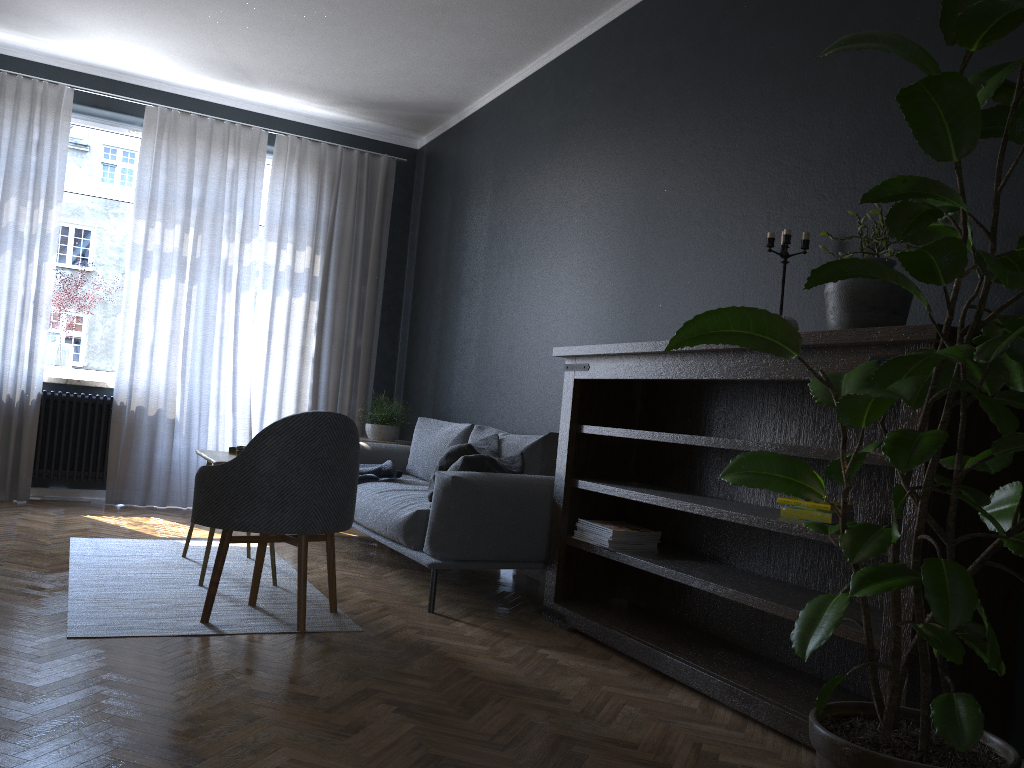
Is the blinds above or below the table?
above

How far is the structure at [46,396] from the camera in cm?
593

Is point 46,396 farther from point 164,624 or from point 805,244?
point 805,244

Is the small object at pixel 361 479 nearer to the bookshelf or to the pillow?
the pillow

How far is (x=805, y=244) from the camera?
3.1m

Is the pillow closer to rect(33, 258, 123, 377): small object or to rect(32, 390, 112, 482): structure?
rect(32, 390, 112, 482): structure

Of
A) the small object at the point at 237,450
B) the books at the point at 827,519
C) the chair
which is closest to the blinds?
the small object at the point at 237,450

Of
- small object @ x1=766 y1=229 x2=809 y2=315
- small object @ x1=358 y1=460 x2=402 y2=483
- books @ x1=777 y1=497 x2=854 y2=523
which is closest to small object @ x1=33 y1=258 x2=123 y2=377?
small object @ x1=358 y1=460 x2=402 y2=483

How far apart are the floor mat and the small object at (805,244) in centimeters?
206cm

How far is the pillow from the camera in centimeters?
392cm
